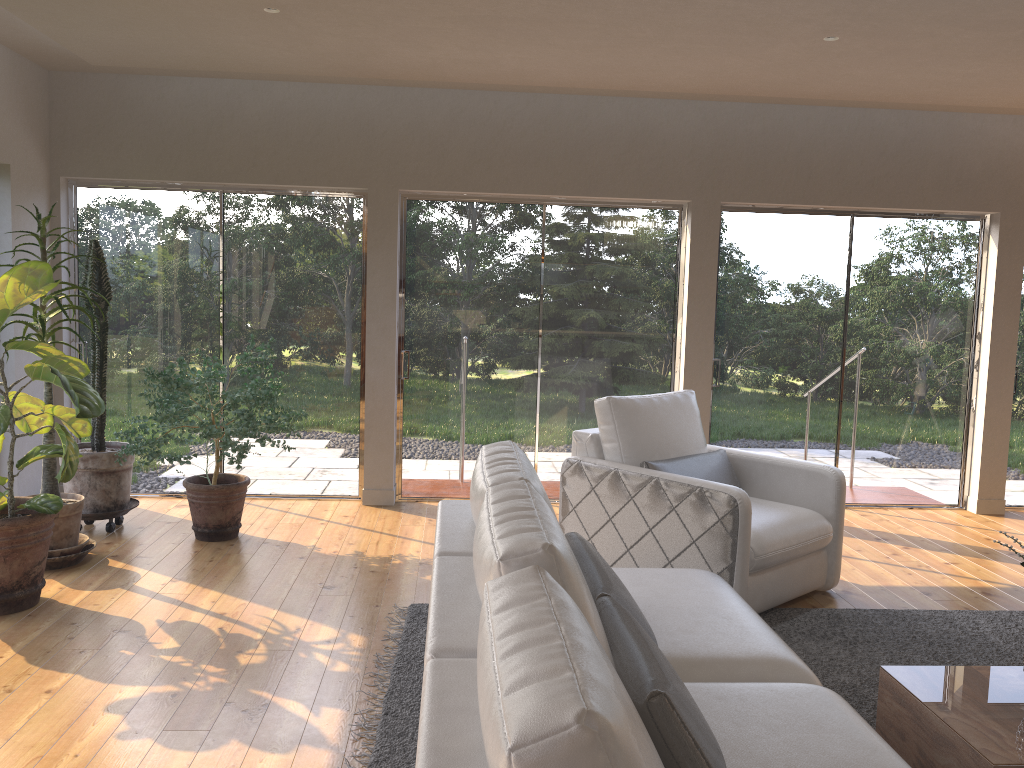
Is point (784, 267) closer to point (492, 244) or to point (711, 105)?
point (711, 105)

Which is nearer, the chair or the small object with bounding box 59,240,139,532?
the chair

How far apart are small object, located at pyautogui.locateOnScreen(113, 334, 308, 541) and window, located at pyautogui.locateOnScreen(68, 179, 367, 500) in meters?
0.6

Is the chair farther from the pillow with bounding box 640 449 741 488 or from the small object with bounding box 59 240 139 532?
the small object with bounding box 59 240 139 532

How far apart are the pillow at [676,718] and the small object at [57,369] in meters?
2.2 m

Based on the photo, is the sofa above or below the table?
above

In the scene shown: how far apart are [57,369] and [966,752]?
3.62m

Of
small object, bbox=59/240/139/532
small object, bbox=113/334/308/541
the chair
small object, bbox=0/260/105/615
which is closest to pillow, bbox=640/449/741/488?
the chair

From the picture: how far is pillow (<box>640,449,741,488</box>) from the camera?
4.4m

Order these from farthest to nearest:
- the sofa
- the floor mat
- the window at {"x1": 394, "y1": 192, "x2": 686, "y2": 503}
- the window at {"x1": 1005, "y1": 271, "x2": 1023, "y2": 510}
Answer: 1. the window at {"x1": 1005, "y1": 271, "x2": 1023, "y2": 510}
2. the window at {"x1": 394, "y1": 192, "x2": 686, "y2": 503}
3. the floor mat
4. the sofa
